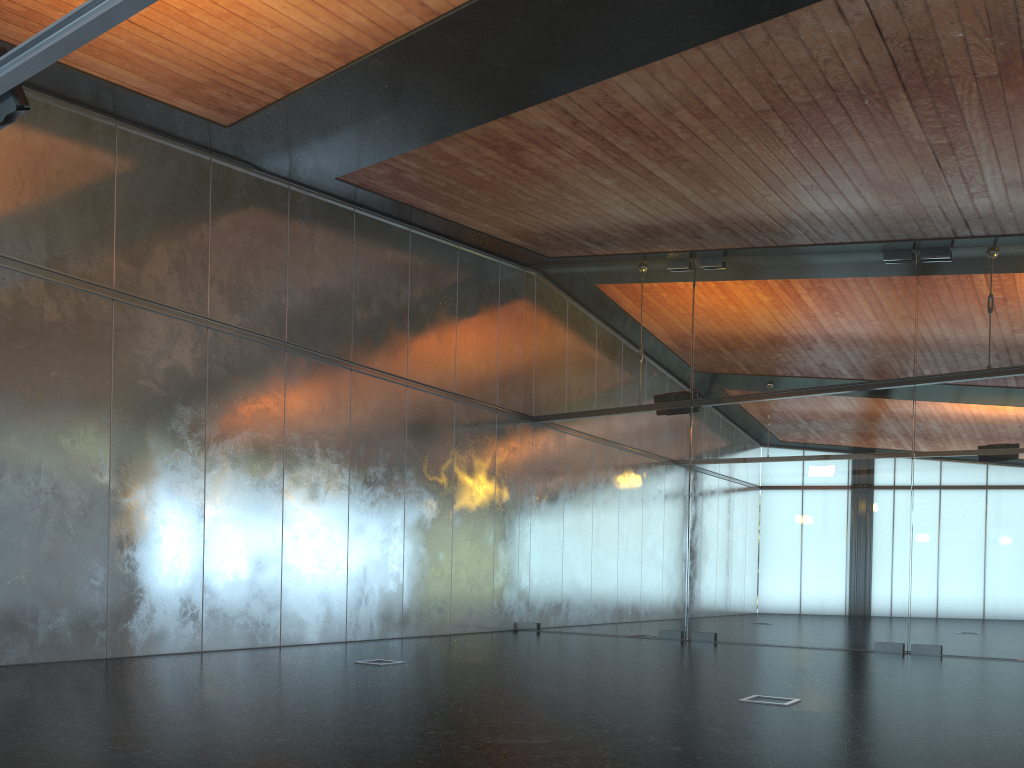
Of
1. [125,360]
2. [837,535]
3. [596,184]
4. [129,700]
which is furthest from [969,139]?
[125,360]
